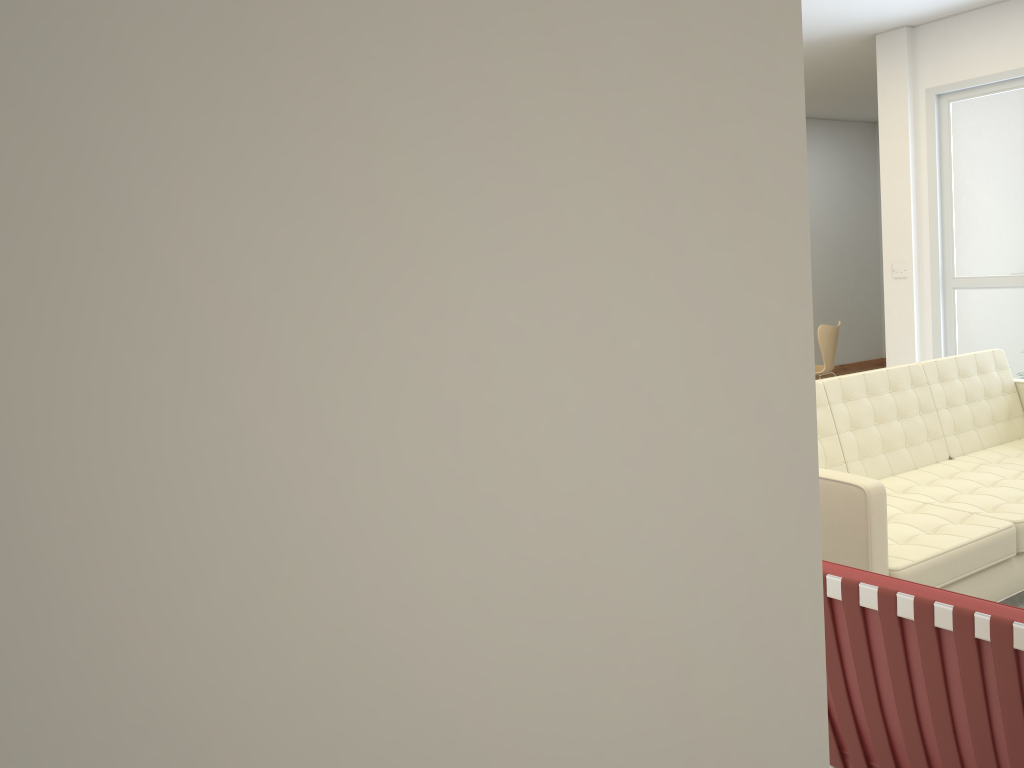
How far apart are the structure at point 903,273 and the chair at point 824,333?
1.0m

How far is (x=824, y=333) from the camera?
7.7 meters

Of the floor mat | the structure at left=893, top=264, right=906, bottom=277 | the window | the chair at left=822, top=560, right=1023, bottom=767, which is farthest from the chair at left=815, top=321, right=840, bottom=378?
the chair at left=822, top=560, right=1023, bottom=767

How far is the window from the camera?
6.2 meters

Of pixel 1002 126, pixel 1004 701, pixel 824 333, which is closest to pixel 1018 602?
pixel 1004 701

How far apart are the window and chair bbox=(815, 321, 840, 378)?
1.1 meters

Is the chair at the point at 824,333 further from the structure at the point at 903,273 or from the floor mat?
the floor mat

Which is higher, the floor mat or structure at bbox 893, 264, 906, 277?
structure at bbox 893, 264, 906, 277

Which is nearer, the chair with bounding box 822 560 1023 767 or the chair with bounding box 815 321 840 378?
the chair with bounding box 822 560 1023 767

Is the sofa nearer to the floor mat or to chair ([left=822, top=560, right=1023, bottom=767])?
the floor mat
